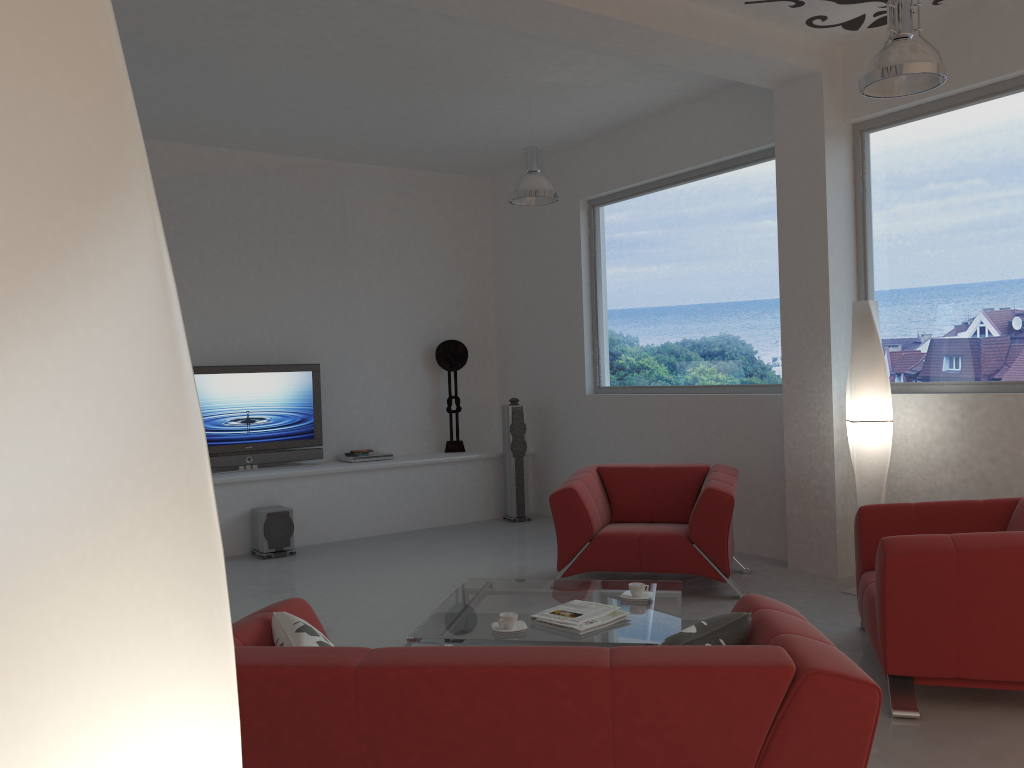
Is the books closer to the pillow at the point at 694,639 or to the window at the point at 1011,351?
the pillow at the point at 694,639

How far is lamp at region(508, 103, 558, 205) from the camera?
6.5 meters

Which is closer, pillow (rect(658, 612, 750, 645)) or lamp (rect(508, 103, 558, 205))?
pillow (rect(658, 612, 750, 645))

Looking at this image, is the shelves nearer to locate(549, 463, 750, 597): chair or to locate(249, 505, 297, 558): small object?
locate(249, 505, 297, 558): small object

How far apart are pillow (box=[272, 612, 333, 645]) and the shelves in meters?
4.8

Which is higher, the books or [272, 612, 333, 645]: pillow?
[272, 612, 333, 645]: pillow

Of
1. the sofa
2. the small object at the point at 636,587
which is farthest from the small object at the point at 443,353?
the sofa

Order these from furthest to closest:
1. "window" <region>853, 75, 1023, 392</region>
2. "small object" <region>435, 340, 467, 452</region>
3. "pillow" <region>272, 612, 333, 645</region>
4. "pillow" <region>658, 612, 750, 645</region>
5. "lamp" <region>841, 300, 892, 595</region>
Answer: "small object" <region>435, 340, 467, 452</region>, "lamp" <region>841, 300, 892, 595</region>, "window" <region>853, 75, 1023, 392</region>, "pillow" <region>272, 612, 333, 645</region>, "pillow" <region>658, 612, 750, 645</region>

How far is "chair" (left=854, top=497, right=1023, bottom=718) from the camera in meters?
3.5 m

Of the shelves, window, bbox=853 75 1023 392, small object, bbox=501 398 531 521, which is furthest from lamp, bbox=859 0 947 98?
the shelves
